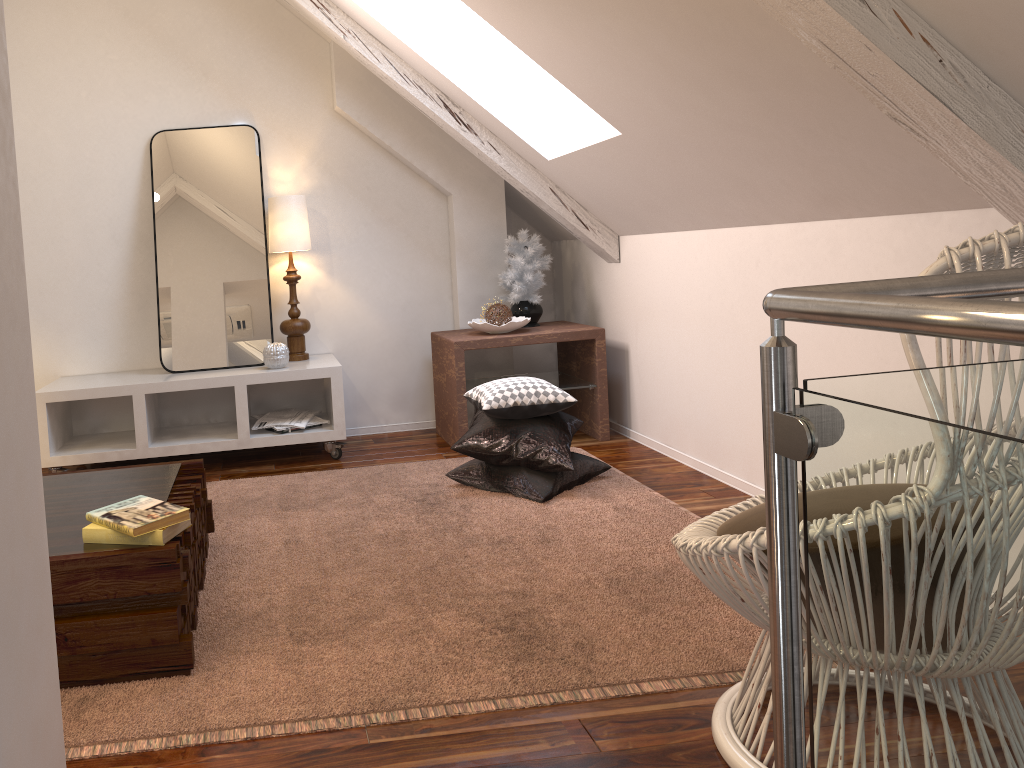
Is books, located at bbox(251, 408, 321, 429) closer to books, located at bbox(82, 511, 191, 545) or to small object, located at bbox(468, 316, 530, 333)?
small object, located at bbox(468, 316, 530, 333)

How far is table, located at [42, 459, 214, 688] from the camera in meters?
1.6

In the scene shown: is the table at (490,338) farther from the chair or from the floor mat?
the chair

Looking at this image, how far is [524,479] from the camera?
2.75m

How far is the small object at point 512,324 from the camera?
3.43m

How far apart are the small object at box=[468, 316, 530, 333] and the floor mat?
0.6m

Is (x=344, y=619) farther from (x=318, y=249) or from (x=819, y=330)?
(x=318, y=249)

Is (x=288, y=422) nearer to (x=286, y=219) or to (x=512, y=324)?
(x=286, y=219)

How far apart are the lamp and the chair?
2.30m

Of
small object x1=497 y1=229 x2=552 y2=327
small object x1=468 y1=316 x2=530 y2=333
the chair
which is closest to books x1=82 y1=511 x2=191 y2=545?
the chair
